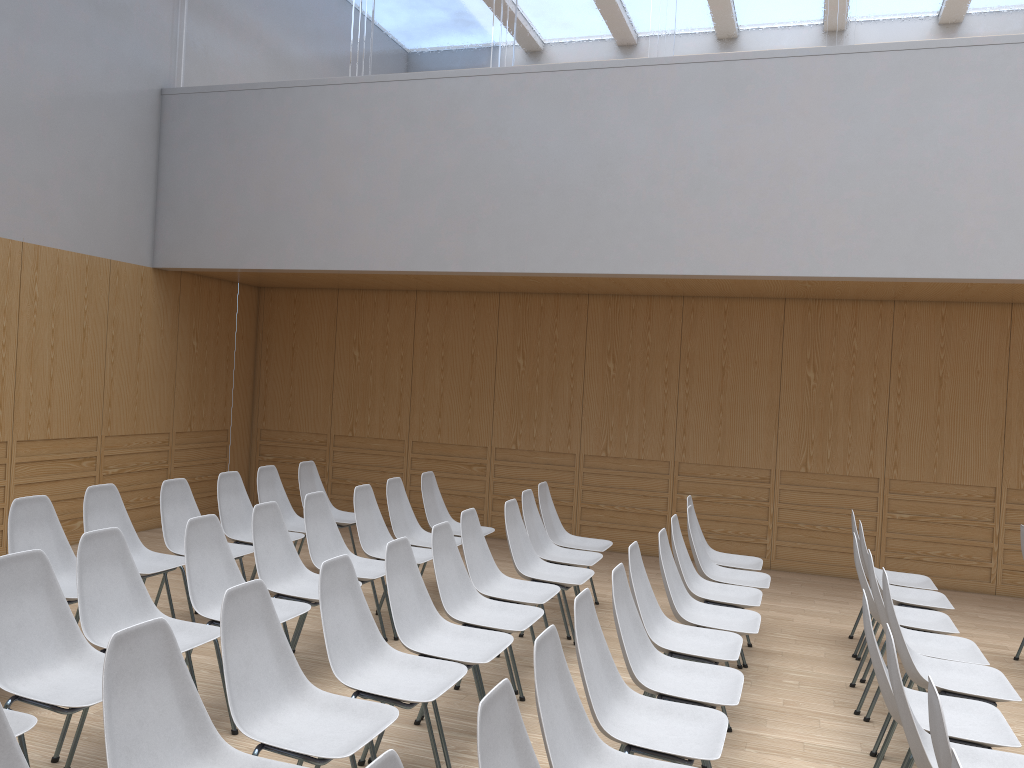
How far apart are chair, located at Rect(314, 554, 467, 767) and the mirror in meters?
4.9

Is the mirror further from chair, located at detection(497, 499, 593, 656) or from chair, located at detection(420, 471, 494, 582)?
chair, located at detection(497, 499, 593, 656)

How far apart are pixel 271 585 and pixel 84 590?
1.1 meters

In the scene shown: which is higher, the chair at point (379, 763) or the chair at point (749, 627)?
the chair at point (379, 763)

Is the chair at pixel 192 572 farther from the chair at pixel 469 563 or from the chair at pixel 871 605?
the chair at pixel 871 605

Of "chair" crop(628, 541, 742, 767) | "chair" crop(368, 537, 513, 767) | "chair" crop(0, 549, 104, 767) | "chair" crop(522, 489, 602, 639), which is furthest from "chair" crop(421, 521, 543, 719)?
"chair" crop(0, 549, 104, 767)

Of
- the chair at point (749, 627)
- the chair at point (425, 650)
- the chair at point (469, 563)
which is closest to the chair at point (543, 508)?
the chair at point (469, 563)

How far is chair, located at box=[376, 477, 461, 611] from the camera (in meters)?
6.09

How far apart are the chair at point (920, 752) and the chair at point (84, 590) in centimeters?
256cm

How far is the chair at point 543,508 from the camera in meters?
6.3 m
